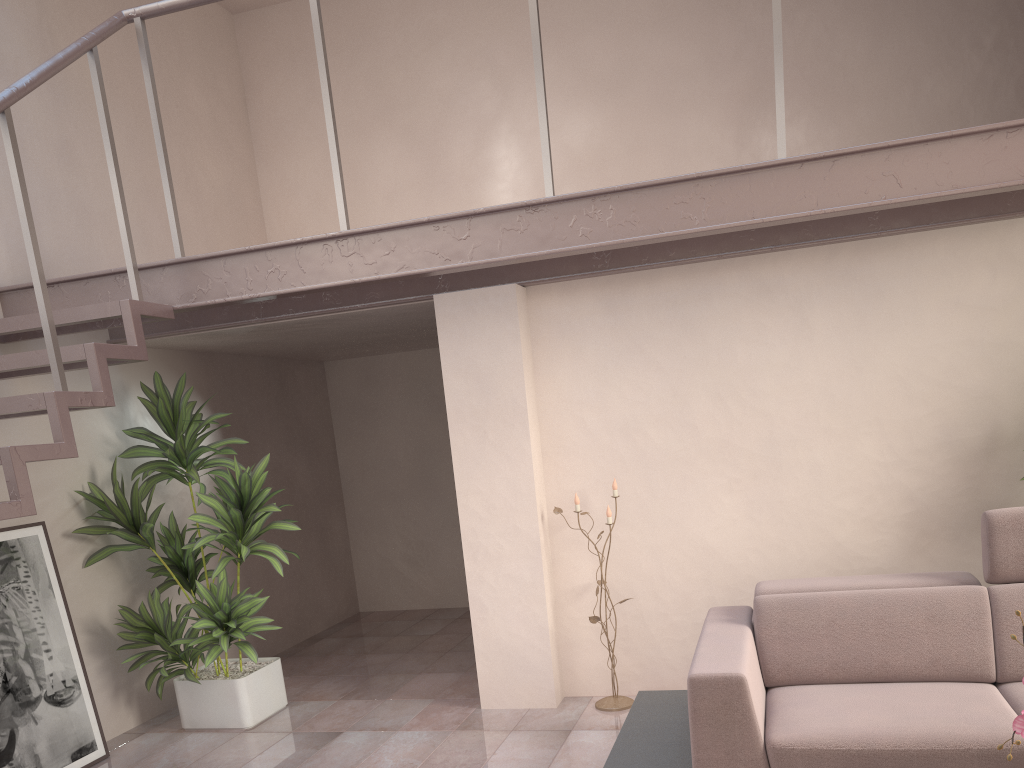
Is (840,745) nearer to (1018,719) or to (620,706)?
(1018,719)

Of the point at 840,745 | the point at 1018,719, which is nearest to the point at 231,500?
the point at 840,745

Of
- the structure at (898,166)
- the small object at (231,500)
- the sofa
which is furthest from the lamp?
the small object at (231,500)

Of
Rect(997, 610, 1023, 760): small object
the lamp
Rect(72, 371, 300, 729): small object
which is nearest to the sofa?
the lamp

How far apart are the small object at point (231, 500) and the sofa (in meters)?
2.02

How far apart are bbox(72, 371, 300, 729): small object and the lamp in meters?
1.4

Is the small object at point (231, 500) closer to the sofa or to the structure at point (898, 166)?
the structure at point (898, 166)

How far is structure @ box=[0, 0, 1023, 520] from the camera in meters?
3.0

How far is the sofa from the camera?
2.76m

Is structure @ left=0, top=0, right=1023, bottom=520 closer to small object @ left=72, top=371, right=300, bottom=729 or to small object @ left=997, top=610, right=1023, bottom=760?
small object @ left=72, top=371, right=300, bottom=729
